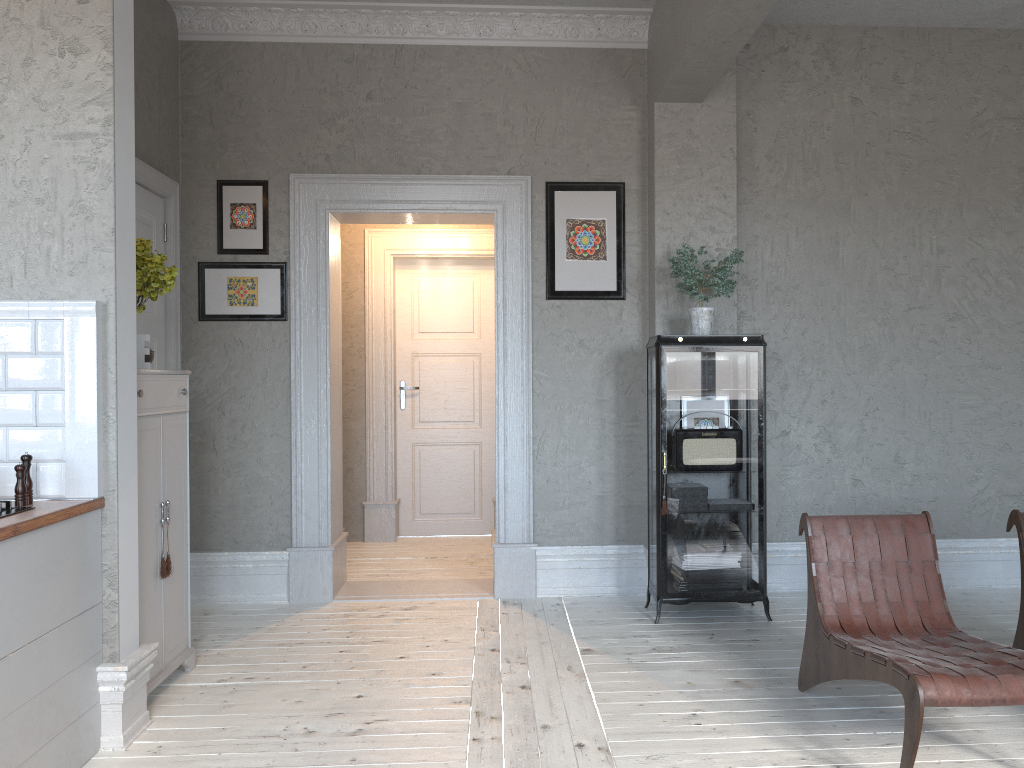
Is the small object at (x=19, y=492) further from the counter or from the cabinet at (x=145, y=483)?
the cabinet at (x=145, y=483)

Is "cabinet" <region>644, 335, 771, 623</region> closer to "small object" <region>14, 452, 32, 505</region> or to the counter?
the counter

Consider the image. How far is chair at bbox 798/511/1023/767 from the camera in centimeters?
254cm

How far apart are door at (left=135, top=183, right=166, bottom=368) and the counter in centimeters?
158cm

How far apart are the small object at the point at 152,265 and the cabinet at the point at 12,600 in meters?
0.9

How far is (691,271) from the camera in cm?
449

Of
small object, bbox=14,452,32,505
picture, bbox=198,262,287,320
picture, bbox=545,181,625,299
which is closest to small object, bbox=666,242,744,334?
picture, bbox=545,181,625,299

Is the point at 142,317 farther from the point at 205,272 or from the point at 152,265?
the point at 152,265

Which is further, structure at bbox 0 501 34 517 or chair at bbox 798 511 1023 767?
structure at bbox 0 501 34 517

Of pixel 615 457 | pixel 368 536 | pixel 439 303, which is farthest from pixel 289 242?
pixel 368 536
